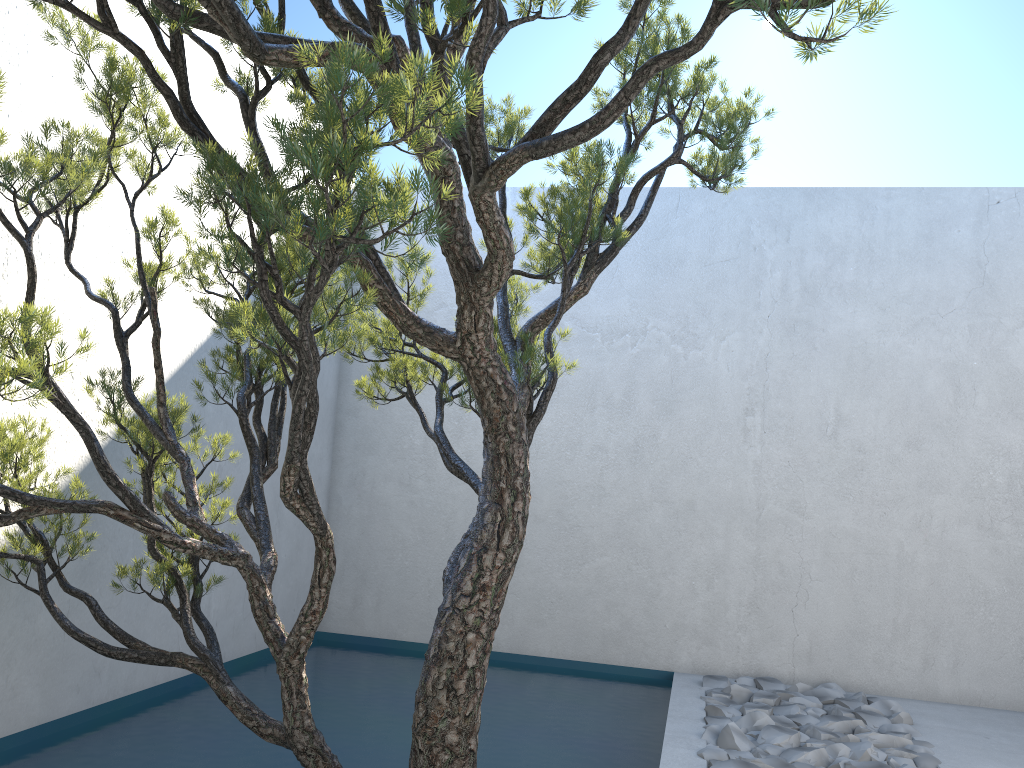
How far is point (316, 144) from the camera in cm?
151

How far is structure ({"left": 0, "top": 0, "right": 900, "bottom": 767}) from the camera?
1.51m

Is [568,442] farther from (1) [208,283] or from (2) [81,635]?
(2) [81,635]

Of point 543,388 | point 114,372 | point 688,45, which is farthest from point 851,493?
point 688,45
